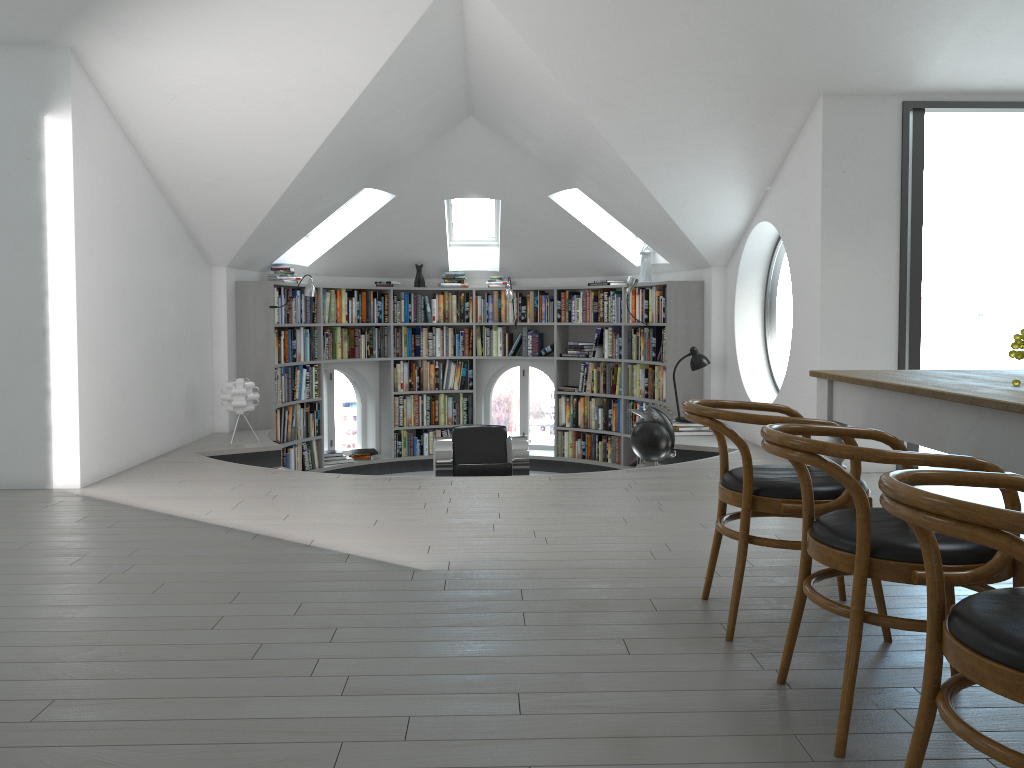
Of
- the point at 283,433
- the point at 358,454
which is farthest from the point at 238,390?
the point at 358,454

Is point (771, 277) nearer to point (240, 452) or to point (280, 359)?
point (280, 359)

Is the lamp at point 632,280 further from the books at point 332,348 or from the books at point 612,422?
the books at point 332,348

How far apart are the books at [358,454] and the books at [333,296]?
1.4m

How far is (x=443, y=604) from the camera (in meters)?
3.16

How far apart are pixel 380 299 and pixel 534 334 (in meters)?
1.74

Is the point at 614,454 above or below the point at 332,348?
below

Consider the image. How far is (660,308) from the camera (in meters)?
8.53

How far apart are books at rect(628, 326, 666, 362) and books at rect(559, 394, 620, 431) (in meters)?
0.55

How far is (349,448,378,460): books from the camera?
9.6 meters
